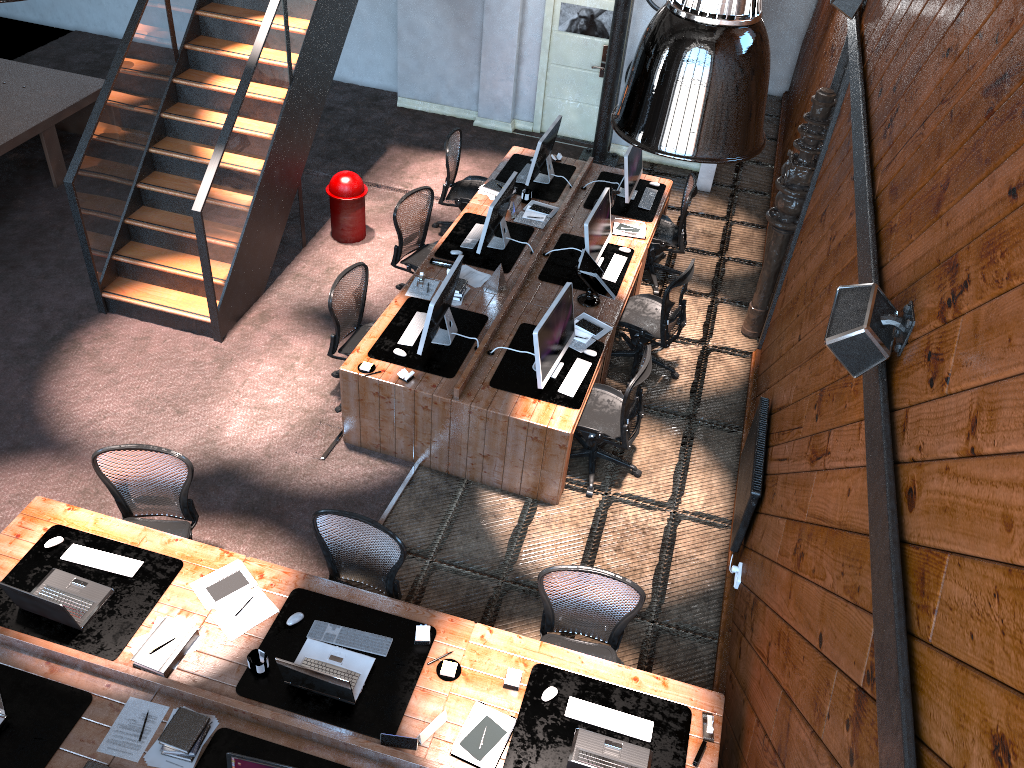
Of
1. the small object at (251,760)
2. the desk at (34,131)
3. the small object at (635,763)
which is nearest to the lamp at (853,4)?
the small object at (635,763)

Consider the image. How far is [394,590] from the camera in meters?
5.2

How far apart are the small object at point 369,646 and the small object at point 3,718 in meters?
1.4 m

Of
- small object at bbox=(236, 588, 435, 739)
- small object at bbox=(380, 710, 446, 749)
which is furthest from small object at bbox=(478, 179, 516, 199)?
small object at bbox=(380, 710, 446, 749)

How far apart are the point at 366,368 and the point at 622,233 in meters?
3.0 m

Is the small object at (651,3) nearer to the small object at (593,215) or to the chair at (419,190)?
the small object at (593,215)

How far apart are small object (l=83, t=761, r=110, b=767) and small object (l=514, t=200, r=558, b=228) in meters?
5.7 m

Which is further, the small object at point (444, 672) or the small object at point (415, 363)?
the small object at point (415, 363)

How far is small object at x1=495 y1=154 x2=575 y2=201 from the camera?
8.7m

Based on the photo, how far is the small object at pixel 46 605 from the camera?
4.47m
